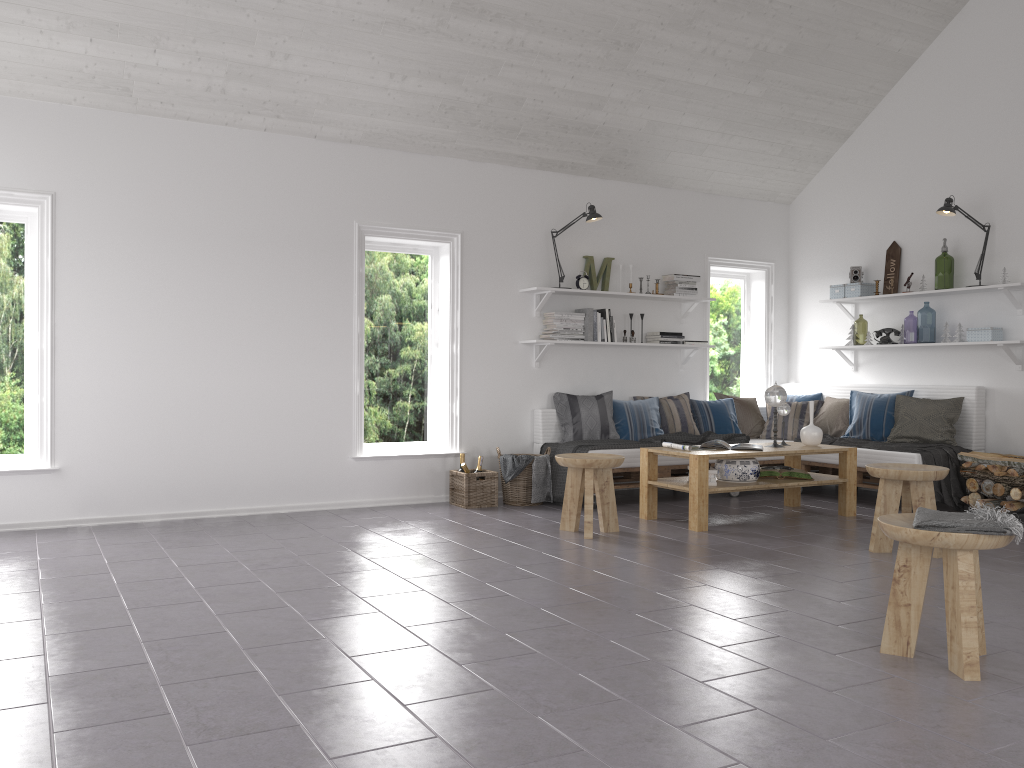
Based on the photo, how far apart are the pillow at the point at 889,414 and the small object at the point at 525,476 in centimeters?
272cm

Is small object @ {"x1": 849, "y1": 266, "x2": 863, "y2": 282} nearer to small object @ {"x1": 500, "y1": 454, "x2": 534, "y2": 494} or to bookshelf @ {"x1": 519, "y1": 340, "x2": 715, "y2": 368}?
bookshelf @ {"x1": 519, "y1": 340, "x2": 715, "y2": 368}

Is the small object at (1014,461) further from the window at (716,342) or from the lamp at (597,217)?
the lamp at (597,217)

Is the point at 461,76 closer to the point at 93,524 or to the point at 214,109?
the point at 214,109

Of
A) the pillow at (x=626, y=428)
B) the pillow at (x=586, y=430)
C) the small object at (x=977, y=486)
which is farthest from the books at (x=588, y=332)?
the small object at (x=977, y=486)

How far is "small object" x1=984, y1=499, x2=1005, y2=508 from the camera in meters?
6.1 m

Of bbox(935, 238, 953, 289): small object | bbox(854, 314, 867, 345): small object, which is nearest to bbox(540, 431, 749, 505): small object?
bbox(935, 238, 953, 289): small object

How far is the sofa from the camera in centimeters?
667cm

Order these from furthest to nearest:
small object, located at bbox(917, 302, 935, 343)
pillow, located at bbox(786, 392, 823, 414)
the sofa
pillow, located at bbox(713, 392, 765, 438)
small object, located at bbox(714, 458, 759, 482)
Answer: small object, located at bbox(917, 302, 935, 343), pillow, located at bbox(786, 392, 823, 414), pillow, located at bbox(713, 392, 765, 438), the sofa, small object, located at bbox(714, 458, 759, 482)

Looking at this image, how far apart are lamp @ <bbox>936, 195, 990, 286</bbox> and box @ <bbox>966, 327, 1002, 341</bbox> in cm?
91
